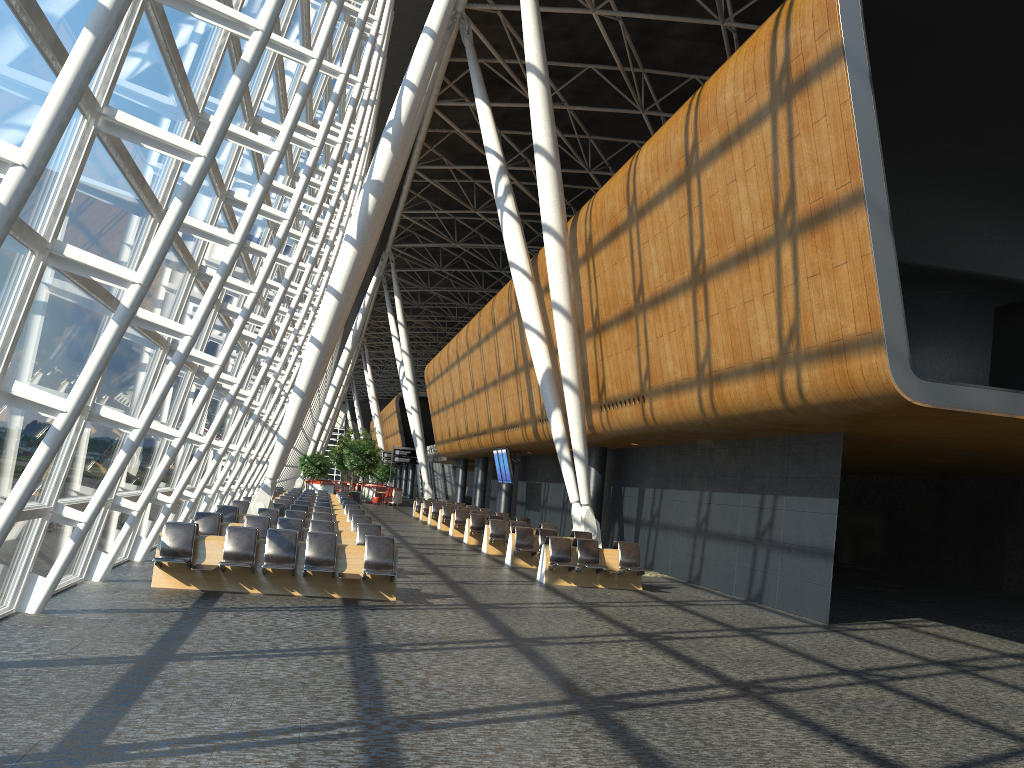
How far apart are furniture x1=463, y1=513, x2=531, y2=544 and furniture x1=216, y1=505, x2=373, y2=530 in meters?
6.4 m

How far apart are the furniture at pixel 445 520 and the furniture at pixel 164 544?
17.8m

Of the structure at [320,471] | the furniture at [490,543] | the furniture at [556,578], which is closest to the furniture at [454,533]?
the furniture at [490,543]

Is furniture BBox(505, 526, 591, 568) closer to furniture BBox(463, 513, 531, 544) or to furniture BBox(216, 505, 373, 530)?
furniture BBox(216, 505, 373, 530)

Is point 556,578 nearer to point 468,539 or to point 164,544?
point 164,544

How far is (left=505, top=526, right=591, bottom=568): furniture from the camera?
18.90m

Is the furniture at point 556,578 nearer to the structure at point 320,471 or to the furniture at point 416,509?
the furniture at point 416,509

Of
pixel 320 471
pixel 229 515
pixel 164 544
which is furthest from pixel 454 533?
pixel 320 471

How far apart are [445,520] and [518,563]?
11.88m

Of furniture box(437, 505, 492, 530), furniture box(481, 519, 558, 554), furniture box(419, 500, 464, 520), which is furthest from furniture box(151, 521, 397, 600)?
furniture box(419, 500, 464, 520)
